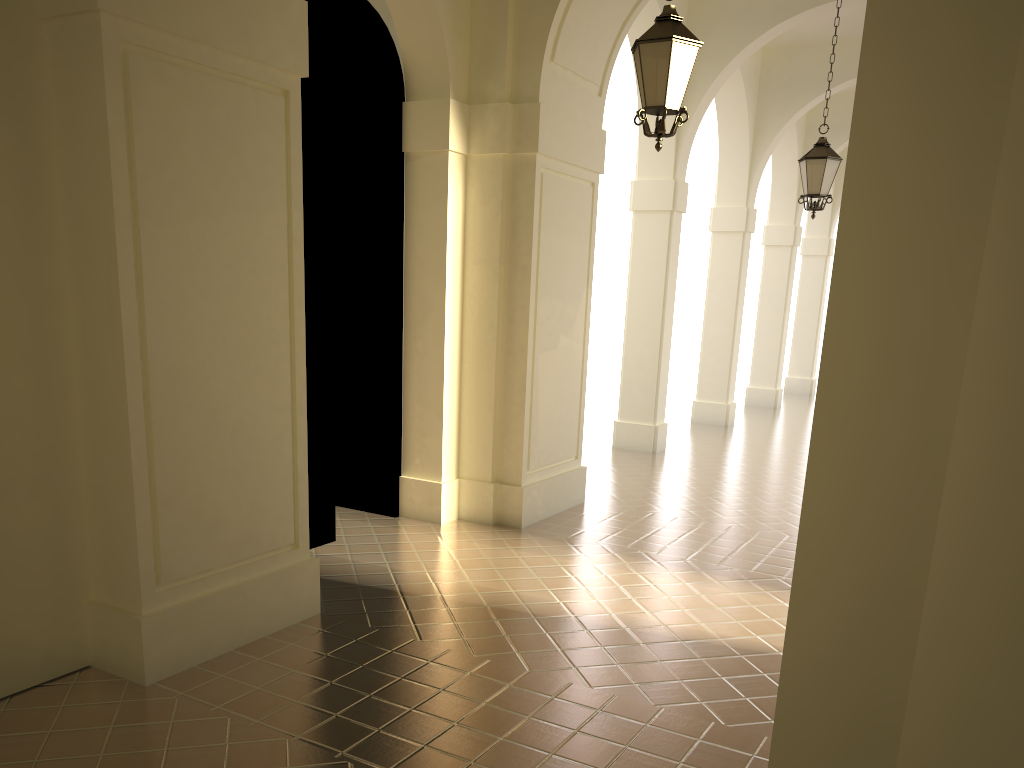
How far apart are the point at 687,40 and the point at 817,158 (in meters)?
4.97

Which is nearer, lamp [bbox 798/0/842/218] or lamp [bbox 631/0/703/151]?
lamp [bbox 631/0/703/151]

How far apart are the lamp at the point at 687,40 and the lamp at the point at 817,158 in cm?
479

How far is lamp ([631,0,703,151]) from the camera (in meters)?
6.00

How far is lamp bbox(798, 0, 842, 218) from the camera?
10.34m

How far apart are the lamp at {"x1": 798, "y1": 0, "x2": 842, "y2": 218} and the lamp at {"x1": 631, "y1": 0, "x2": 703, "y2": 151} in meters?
4.8

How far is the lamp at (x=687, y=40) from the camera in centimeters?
600cm
